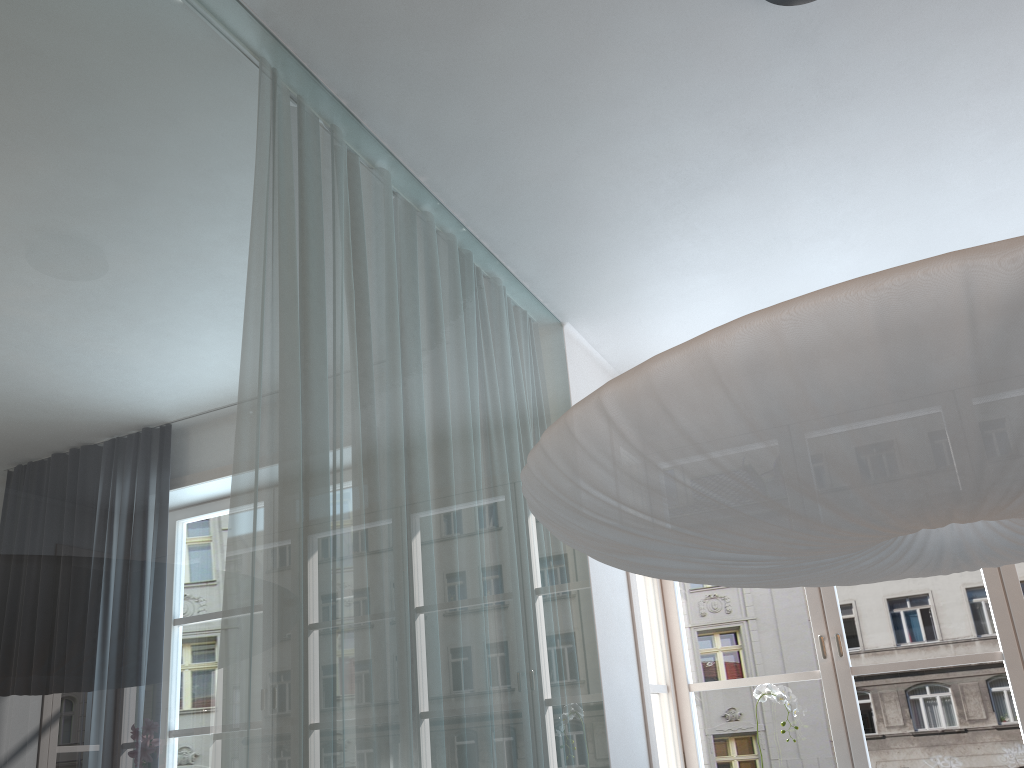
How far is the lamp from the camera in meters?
1.0 m

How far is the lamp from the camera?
0.96m

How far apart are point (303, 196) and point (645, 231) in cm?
135

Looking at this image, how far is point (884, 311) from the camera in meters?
1.0
